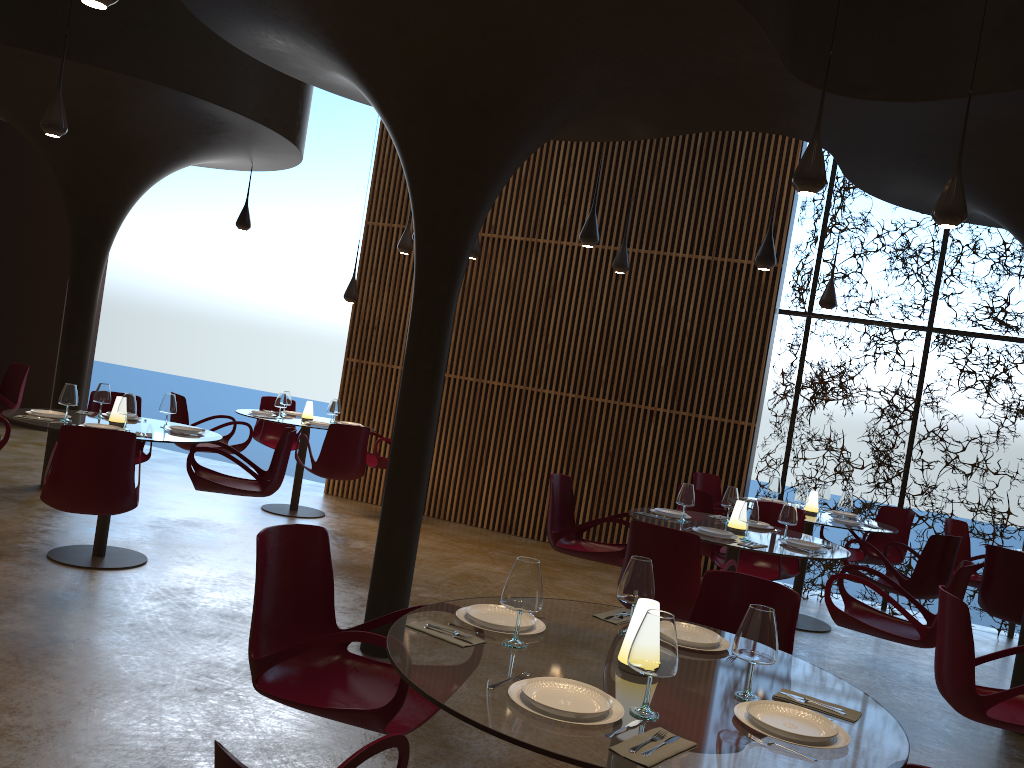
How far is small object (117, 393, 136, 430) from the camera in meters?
7.0

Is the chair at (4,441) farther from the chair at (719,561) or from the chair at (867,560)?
the chair at (867,560)

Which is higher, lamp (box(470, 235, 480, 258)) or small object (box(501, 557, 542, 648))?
lamp (box(470, 235, 480, 258))

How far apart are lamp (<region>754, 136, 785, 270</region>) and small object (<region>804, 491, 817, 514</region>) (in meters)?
2.59

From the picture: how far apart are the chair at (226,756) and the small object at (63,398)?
5.7m

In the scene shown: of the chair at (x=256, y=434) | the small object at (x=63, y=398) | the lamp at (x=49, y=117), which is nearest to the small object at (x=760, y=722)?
the small object at (x=63, y=398)

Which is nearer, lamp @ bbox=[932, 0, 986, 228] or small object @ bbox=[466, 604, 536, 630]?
small object @ bbox=[466, 604, 536, 630]

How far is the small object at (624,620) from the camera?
3.50m

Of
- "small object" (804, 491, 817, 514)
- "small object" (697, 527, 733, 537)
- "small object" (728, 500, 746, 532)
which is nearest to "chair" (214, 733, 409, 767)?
"small object" (697, 527, 733, 537)

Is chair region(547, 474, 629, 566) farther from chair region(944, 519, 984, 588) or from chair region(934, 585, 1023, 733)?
chair region(944, 519, 984, 588)
